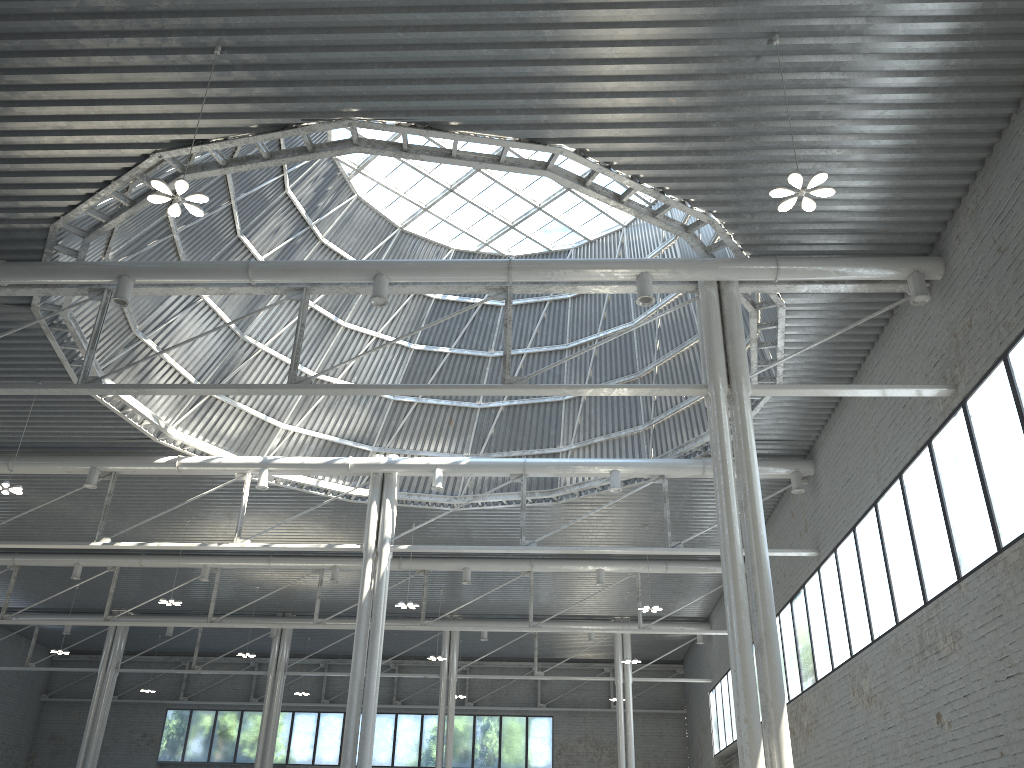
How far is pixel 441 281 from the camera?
23.30m
